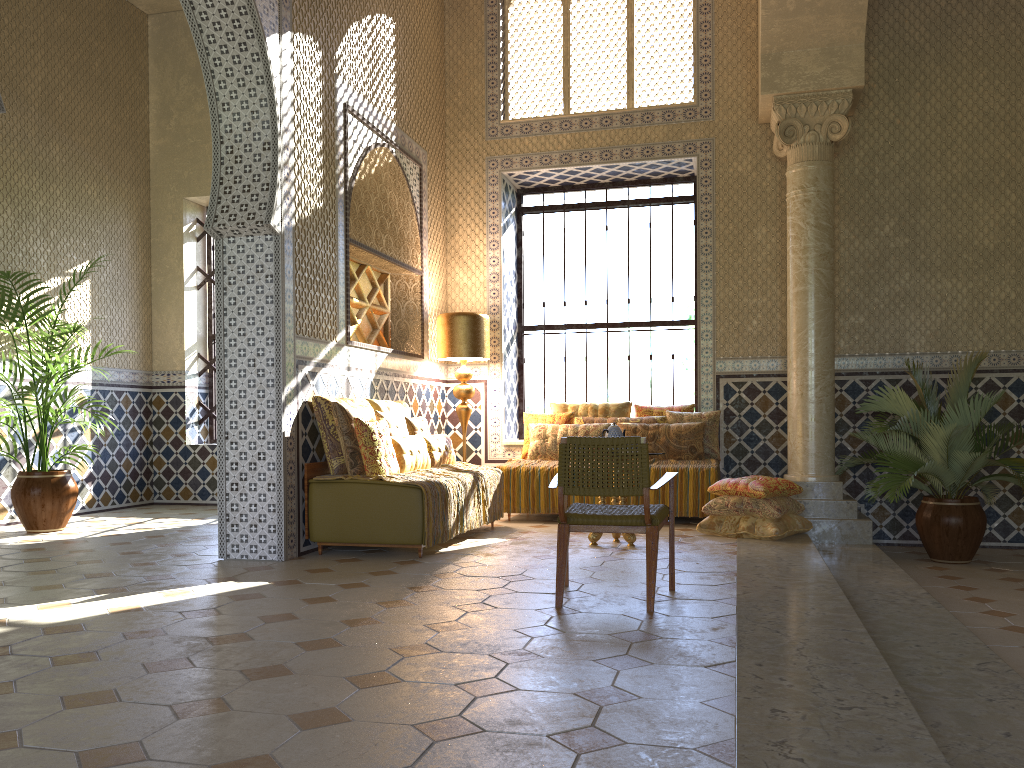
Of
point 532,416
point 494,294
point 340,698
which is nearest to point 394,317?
point 494,294

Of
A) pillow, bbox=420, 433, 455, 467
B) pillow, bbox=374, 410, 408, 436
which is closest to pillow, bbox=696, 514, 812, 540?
pillow, bbox=420, 433, 455, 467

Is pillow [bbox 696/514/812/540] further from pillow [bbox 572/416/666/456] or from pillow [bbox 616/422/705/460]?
pillow [bbox 572/416/666/456]

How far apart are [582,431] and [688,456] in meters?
1.4

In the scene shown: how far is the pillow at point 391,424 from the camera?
9.67m

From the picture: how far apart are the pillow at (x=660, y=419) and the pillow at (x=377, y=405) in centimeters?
259cm

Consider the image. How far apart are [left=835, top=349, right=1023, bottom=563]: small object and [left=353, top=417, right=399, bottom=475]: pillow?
5.2m

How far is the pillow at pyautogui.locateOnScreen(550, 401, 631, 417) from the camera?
12.4m

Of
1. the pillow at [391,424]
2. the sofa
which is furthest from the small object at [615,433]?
the pillow at [391,424]

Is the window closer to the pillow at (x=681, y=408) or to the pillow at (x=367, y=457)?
the pillow at (x=681, y=408)
